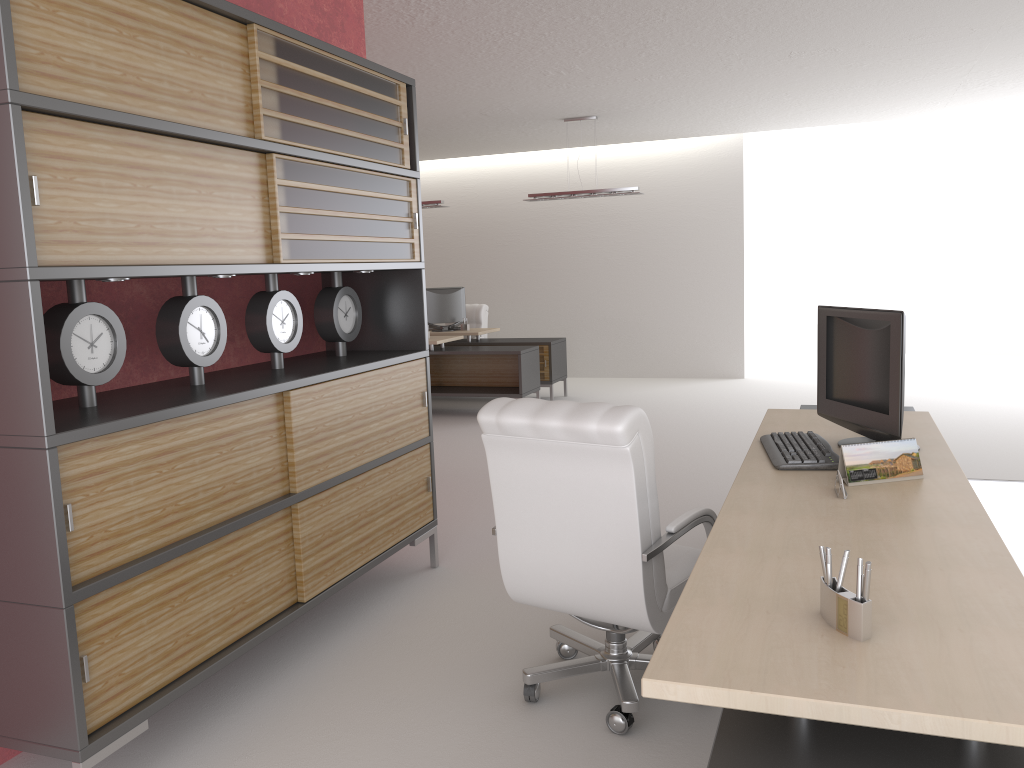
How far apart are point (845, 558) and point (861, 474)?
1.7m

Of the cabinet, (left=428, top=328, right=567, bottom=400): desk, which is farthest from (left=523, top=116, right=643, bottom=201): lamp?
the cabinet

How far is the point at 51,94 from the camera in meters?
3.5 m

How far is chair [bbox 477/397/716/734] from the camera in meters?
4.0

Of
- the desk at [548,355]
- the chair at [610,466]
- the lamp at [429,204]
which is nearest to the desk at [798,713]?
the chair at [610,466]

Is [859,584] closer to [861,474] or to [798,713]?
[798,713]

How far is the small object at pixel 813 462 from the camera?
4.4 meters

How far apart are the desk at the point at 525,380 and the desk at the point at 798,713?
7.5m

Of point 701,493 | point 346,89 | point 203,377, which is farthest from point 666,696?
point 701,493

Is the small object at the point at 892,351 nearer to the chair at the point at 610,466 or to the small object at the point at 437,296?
the chair at the point at 610,466
